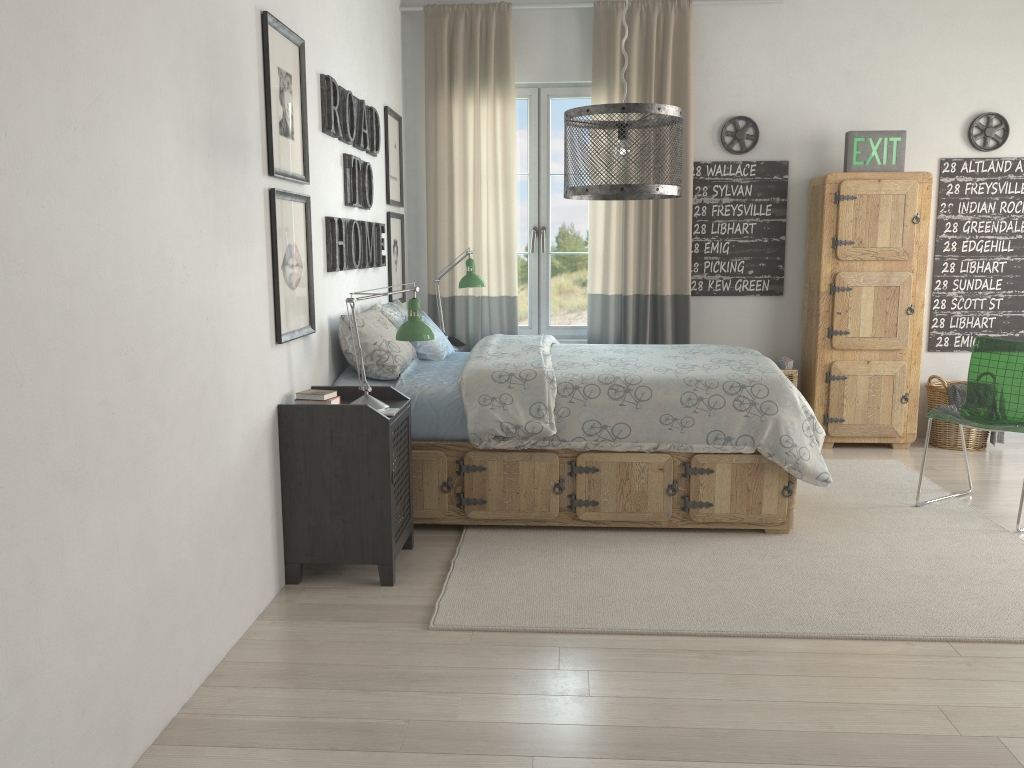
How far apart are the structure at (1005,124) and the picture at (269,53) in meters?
3.9 m

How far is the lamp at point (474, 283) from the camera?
4.79m

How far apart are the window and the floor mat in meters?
1.7

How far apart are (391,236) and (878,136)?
2.78m

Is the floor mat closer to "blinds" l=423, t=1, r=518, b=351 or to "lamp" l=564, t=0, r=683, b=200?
"lamp" l=564, t=0, r=683, b=200

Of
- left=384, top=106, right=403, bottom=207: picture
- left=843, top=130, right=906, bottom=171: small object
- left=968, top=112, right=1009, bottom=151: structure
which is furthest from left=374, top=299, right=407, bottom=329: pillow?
left=968, top=112, right=1009, bottom=151: structure

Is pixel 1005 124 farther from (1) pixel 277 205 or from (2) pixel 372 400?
(1) pixel 277 205

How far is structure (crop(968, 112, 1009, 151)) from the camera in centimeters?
514cm

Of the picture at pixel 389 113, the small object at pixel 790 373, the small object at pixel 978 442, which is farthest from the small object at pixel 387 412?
the small object at pixel 978 442

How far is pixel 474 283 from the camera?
4.79m
